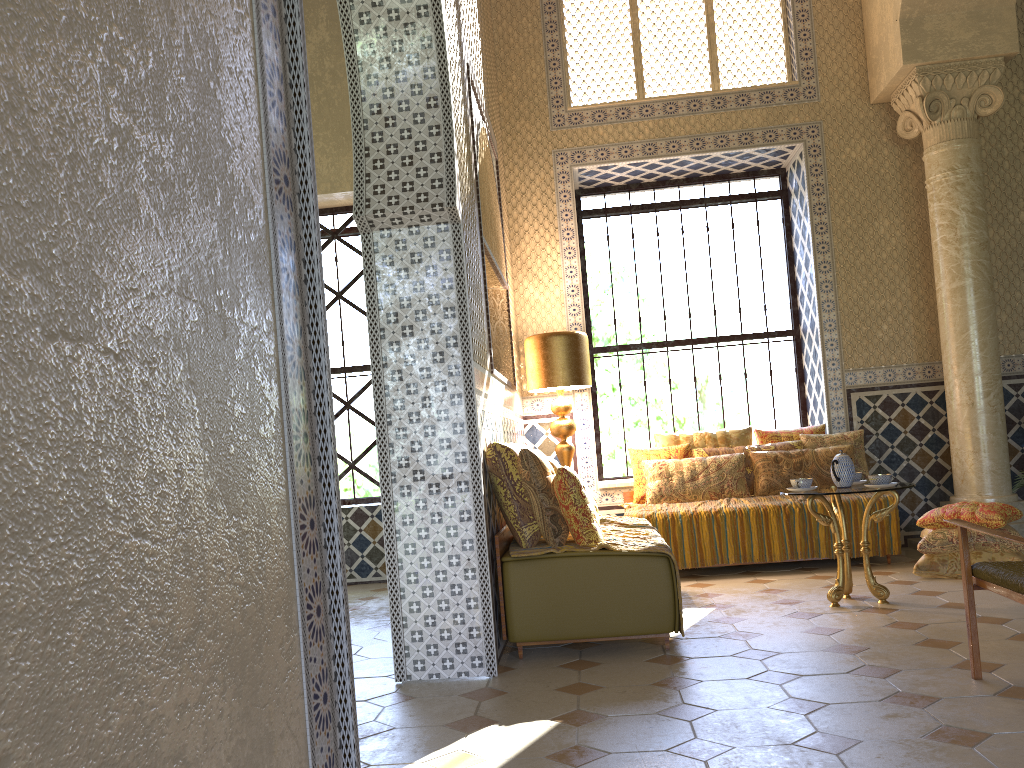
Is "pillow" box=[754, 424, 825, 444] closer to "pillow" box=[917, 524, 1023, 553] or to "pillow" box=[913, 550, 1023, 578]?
"pillow" box=[917, 524, 1023, 553]

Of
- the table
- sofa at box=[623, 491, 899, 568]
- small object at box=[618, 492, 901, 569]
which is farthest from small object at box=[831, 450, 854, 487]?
sofa at box=[623, 491, 899, 568]

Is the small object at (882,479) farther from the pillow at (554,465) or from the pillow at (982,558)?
the pillow at (554,465)

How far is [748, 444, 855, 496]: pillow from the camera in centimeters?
987cm

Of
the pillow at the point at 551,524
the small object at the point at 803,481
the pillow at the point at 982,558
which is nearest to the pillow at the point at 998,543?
the pillow at the point at 982,558

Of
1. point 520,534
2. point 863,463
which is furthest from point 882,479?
point 863,463

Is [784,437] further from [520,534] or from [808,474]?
[520,534]

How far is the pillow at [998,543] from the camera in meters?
8.1 m

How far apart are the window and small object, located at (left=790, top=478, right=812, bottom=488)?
4.4 meters

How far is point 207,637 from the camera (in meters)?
1.71
